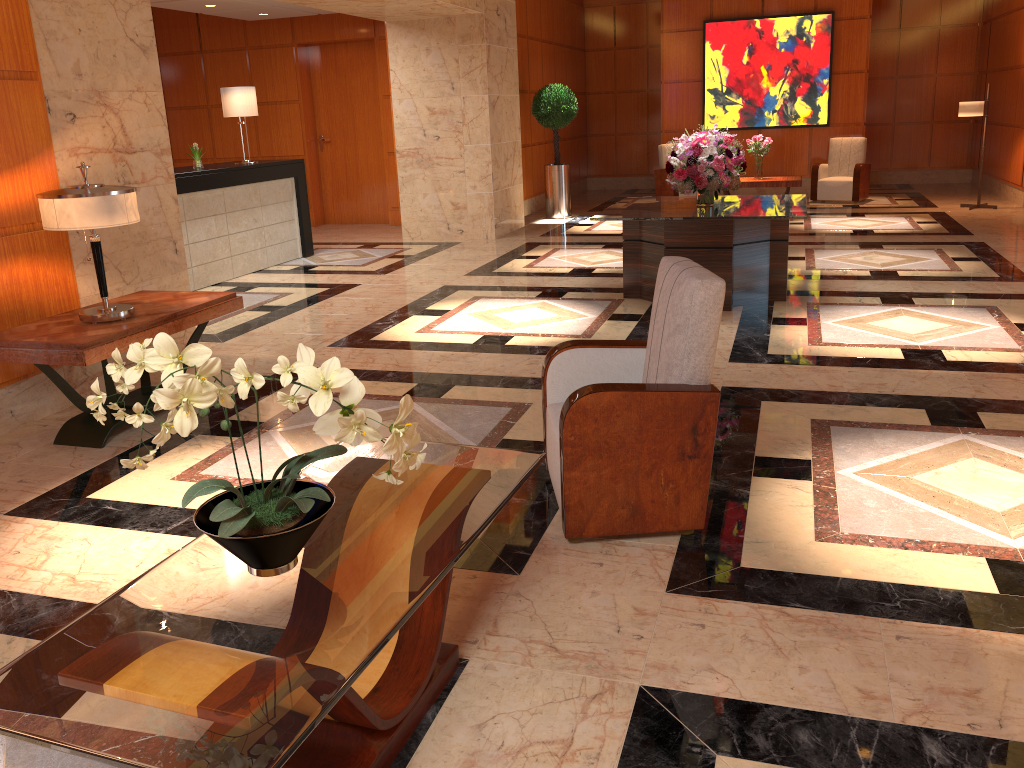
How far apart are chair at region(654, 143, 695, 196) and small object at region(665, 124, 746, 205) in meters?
6.8

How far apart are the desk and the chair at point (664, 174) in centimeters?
616cm

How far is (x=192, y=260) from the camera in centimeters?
866cm

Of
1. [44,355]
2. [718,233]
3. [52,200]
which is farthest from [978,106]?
[44,355]

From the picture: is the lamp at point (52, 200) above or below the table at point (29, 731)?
above

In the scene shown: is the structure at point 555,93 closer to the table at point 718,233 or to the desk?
the desk

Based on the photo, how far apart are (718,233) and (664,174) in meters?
7.8

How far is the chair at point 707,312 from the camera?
3.1m

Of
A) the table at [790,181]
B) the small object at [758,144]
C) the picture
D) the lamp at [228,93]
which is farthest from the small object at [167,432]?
the picture

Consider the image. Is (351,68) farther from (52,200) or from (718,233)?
(52,200)
